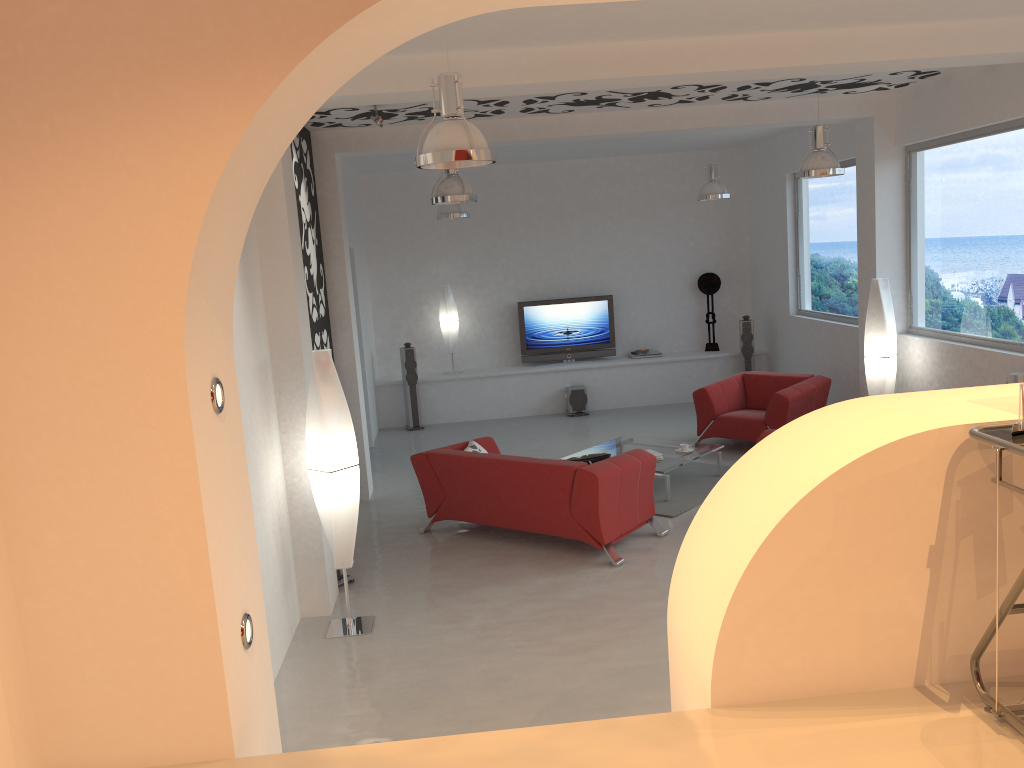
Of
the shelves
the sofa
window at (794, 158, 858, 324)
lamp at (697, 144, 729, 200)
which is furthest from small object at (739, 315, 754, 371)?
the sofa

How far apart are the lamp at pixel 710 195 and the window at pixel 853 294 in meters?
1.3

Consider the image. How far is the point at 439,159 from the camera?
4.0 meters

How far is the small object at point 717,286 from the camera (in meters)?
12.64

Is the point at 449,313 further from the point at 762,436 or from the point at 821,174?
the point at 821,174

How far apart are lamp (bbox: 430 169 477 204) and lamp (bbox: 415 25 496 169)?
2.7 meters

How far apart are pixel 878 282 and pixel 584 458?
3.6m

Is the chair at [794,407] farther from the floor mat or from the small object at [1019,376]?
the small object at [1019,376]

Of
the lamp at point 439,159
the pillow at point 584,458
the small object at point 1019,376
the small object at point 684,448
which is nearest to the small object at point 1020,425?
the lamp at point 439,159

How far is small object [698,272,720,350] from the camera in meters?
12.6 m
